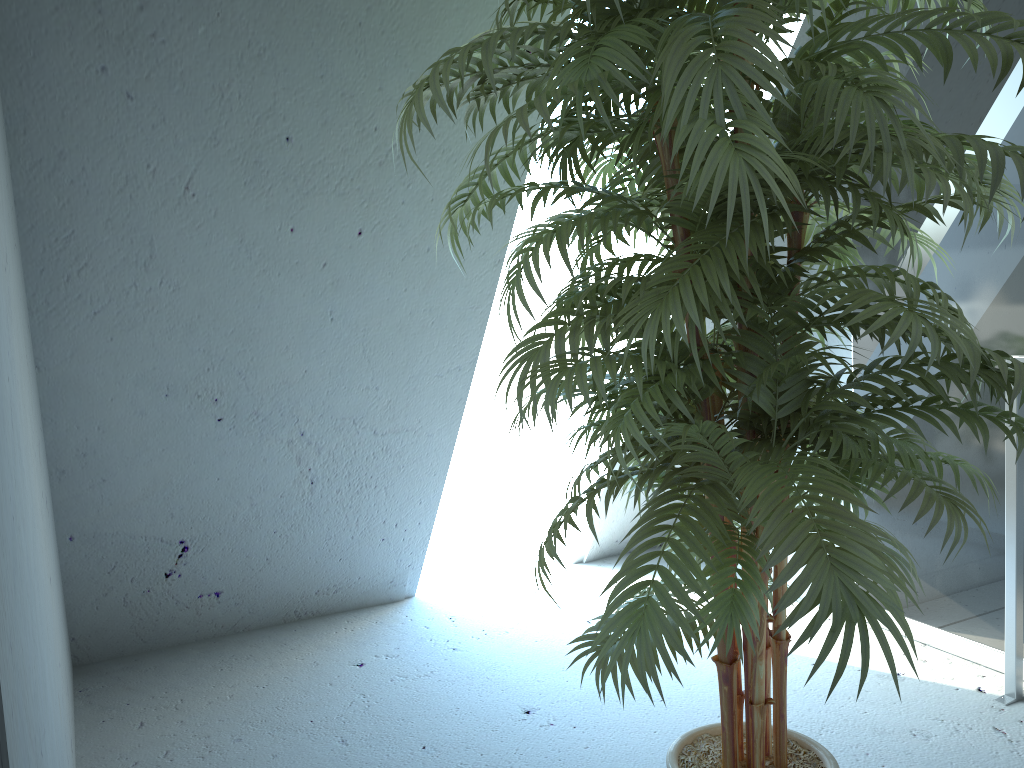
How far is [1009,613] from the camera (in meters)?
2.20

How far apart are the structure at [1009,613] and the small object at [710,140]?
0.7m

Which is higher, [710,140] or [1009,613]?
[710,140]

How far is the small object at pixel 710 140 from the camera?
1.0 meters

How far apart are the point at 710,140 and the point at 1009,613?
1.8 meters

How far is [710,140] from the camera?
1.03m

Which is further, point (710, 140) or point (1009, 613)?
point (1009, 613)

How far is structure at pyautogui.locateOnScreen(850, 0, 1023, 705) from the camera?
2.2 meters

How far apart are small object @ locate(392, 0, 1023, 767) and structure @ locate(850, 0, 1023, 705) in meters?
0.7

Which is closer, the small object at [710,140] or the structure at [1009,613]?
the small object at [710,140]
